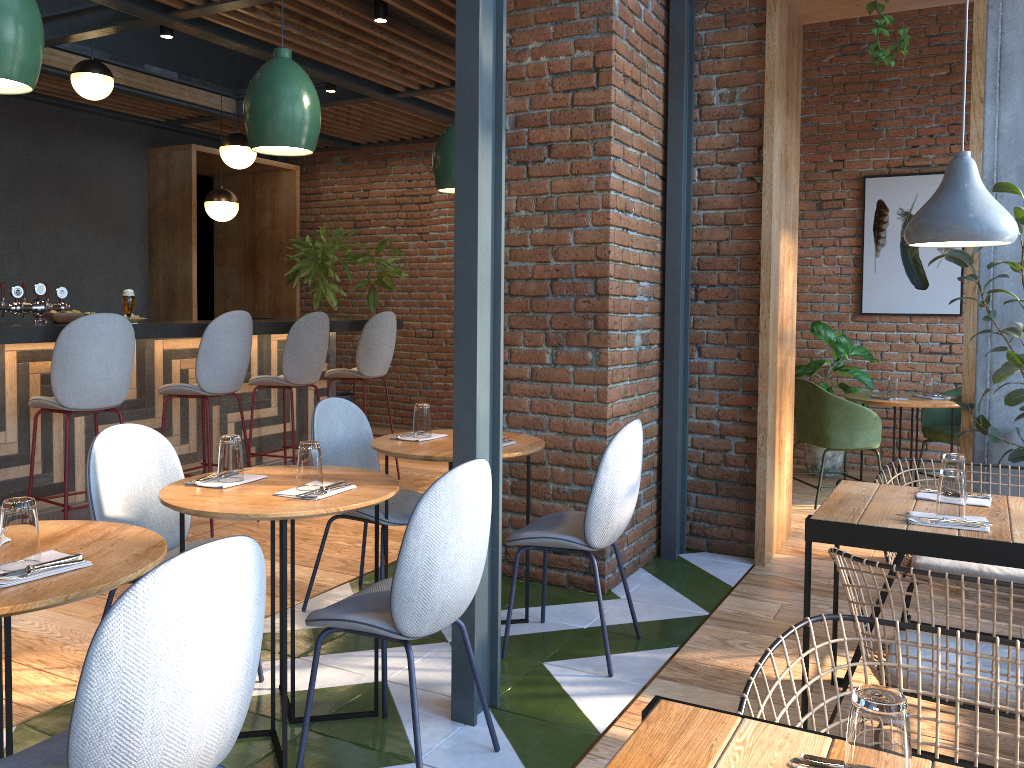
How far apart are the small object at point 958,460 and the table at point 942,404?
3.2 meters

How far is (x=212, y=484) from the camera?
2.7m

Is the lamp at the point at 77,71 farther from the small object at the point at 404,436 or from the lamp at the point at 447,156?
the small object at the point at 404,436

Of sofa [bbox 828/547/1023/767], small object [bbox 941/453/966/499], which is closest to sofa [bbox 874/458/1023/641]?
small object [bbox 941/453/966/499]

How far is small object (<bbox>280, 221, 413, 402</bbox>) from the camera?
8.25m

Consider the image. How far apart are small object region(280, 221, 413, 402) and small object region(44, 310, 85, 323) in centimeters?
364cm

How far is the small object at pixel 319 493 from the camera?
2.5 meters

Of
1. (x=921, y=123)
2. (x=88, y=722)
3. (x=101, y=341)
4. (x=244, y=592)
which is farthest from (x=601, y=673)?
(x=921, y=123)

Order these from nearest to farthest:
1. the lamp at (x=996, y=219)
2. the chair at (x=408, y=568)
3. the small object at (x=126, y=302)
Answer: the chair at (x=408, y=568), the lamp at (x=996, y=219), the small object at (x=126, y=302)

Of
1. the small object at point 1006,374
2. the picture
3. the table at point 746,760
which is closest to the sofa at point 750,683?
the table at point 746,760
